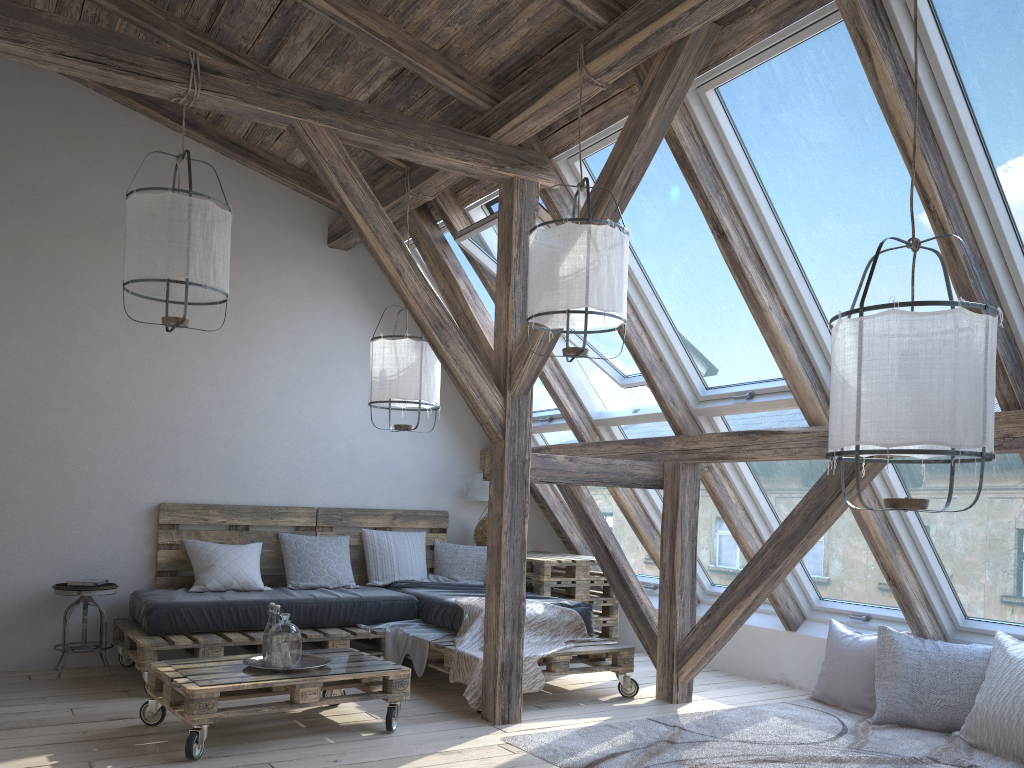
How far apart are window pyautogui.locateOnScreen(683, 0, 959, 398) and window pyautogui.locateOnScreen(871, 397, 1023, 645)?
0.6m

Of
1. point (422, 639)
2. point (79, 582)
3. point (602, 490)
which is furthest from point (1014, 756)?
point (79, 582)

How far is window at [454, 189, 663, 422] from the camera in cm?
511

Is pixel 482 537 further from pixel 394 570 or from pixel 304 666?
pixel 304 666

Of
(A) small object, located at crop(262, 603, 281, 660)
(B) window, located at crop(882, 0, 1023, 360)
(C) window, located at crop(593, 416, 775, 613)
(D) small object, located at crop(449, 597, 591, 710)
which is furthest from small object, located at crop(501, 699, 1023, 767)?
(B) window, located at crop(882, 0, 1023, 360)

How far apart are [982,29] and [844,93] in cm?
55

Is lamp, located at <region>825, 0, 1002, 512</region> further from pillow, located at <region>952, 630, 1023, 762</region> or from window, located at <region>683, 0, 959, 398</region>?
pillow, located at <region>952, 630, 1023, 762</region>

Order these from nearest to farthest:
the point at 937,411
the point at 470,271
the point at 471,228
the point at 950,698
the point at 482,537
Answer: the point at 937,411
the point at 950,698
the point at 471,228
the point at 470,271
the point at 482,537

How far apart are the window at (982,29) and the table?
3.2 meters

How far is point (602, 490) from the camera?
6.3m
